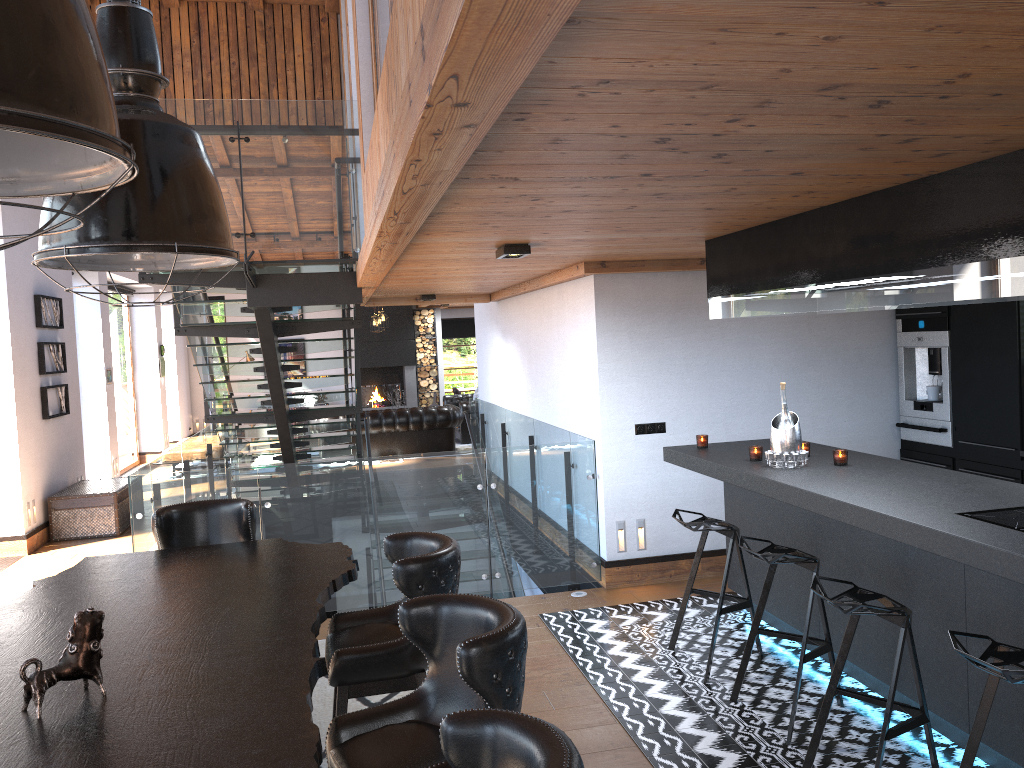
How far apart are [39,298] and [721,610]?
8.0 meters

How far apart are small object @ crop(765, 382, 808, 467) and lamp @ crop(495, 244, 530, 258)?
1.6 meters

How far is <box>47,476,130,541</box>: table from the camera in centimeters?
929cm

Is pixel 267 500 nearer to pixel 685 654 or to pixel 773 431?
pixel 685 654

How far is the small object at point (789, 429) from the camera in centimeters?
468cm

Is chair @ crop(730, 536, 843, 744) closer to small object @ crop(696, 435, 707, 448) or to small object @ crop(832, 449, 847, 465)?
small object @ crop(832, 449, 847, 465)

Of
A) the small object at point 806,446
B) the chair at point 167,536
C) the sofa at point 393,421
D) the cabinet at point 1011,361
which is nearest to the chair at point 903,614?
the small object at point 806,446

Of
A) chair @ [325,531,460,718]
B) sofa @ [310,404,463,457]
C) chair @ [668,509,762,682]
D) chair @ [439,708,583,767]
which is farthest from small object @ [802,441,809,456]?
sofa @ [310,404,463,457]

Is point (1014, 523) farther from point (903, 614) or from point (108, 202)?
point (108, 202)

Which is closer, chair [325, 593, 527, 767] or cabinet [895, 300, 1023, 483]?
chair [325, 593, 527, 767]
